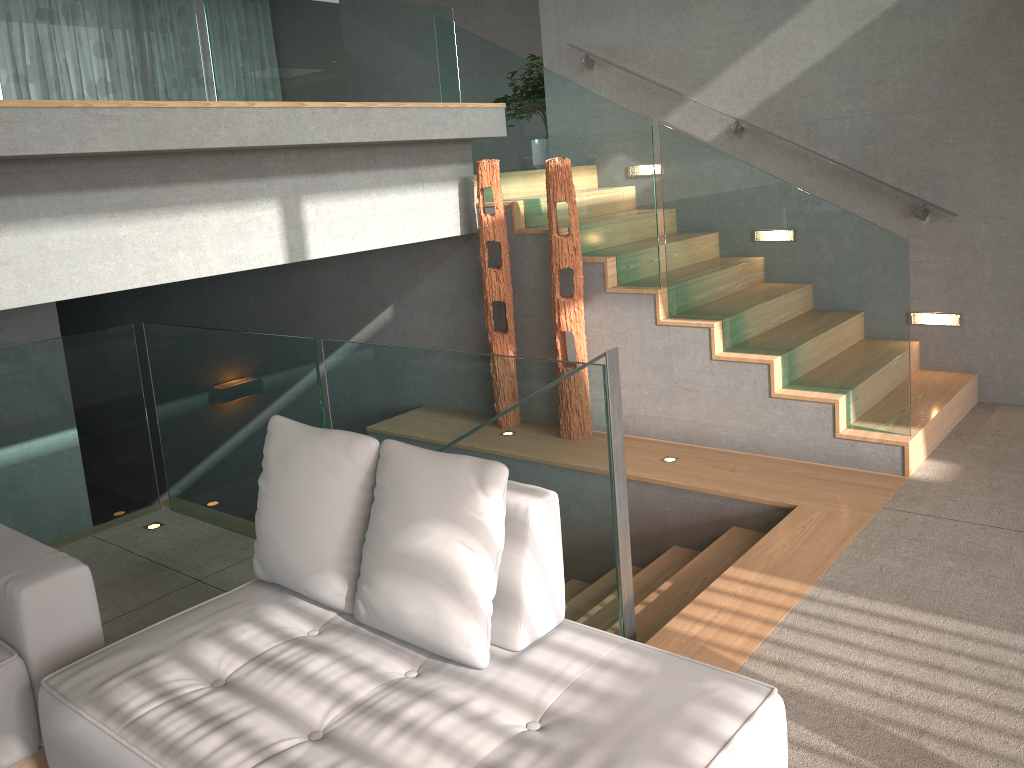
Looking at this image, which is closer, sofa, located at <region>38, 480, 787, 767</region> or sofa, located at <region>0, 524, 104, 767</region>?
sofa, located at <region>38, 480, 787, 767</region>

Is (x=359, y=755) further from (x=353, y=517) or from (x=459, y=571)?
(x=353, y=517)

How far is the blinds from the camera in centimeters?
1163cm

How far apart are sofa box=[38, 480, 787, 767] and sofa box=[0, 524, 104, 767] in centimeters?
19cm

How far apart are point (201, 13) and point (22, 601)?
11.0 meters

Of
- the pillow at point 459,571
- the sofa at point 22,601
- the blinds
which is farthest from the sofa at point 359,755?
the blinds

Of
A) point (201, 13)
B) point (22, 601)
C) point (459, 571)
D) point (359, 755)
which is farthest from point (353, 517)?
point (201, 13)

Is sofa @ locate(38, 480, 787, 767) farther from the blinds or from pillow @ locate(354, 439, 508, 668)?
the blinds

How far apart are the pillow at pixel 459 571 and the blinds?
10.8m

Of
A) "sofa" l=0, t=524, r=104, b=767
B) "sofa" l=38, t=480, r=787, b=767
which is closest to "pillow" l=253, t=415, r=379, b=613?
"sofa" l=38, t=480, r=787, b=767
